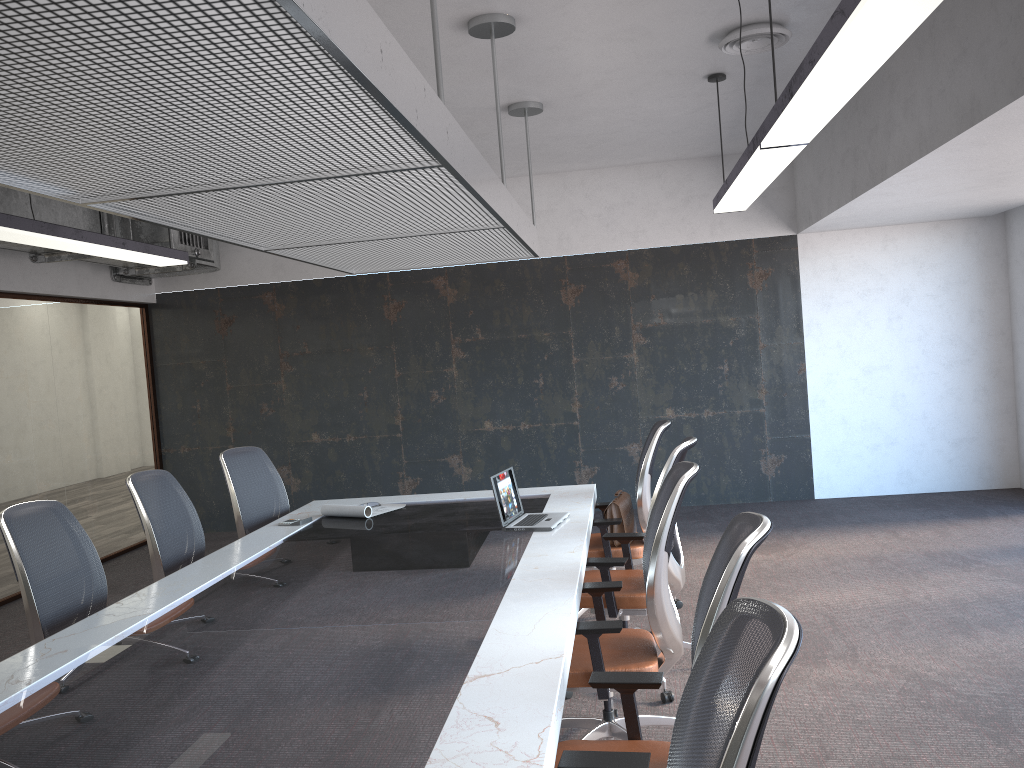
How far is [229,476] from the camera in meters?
5.5 m

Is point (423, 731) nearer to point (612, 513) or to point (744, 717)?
point (744, 717)

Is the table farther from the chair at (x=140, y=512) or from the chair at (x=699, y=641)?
the chair at (x=140, y=512)

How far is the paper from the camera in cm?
515

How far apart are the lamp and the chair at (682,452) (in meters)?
1.34

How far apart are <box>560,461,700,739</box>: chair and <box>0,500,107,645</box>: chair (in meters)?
2.11

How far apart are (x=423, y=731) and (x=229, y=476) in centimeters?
370cm

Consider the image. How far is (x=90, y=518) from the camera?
8.06m

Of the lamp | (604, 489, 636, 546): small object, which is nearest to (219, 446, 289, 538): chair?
the lamp

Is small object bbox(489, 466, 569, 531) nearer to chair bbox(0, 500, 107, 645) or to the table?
the table
